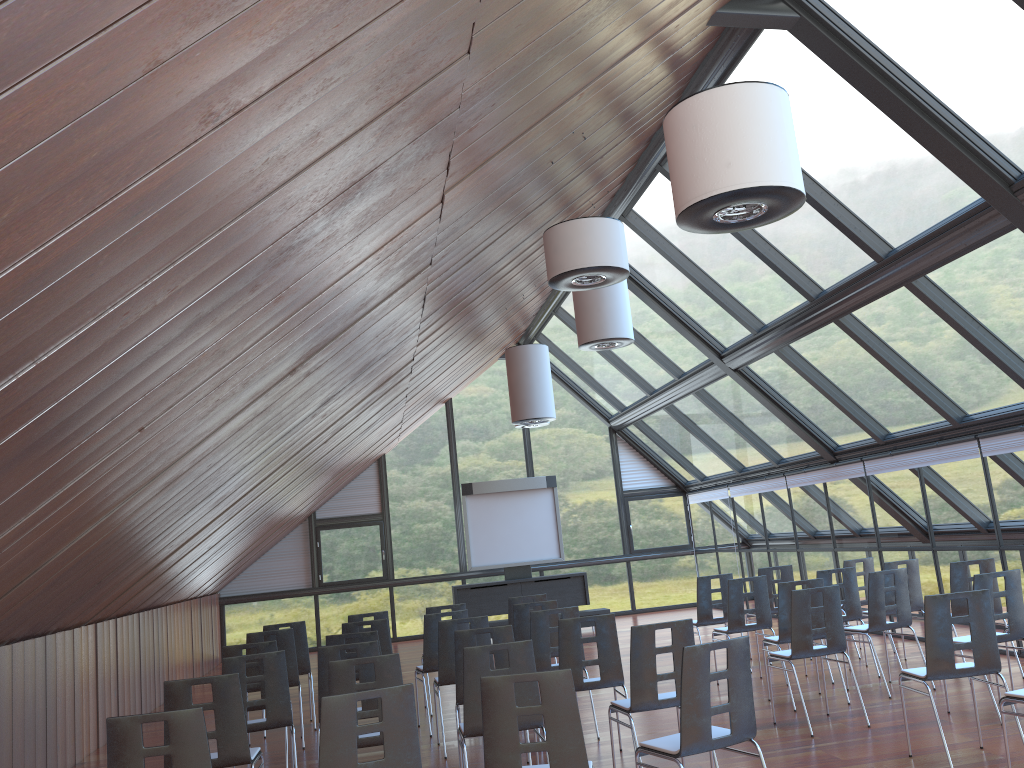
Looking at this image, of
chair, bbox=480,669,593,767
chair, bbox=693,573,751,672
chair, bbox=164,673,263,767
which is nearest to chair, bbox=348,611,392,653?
chair, bbox=693,573,751,672

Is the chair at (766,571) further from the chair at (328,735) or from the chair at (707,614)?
the chair at (328,735)

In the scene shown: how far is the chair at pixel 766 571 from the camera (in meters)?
11.35

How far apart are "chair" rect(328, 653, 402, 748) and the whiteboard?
11.1 meters

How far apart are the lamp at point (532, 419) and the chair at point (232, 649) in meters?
6.0 m

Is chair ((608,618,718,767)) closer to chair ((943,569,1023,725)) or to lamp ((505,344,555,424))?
chair ((943,569,1023,725))

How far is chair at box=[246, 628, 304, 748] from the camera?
9.05m

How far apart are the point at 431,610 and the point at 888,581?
5.2m

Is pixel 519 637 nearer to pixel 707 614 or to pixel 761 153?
pixel 707 614

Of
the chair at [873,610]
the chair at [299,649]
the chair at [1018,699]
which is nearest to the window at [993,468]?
the chair at [873,610]
